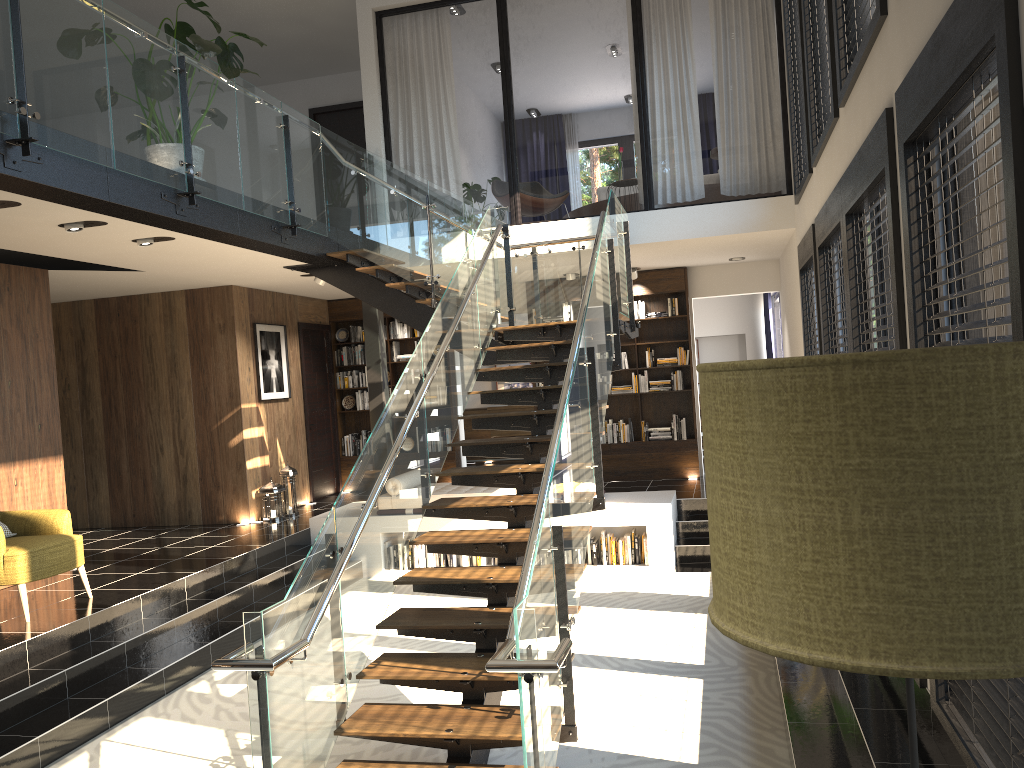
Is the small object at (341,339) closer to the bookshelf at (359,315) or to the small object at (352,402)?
the bookshelf at (359,315)

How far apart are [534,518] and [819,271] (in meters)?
3.49

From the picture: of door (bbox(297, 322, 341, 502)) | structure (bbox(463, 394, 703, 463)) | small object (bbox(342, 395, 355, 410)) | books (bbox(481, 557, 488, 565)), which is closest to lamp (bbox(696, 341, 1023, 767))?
books (bbox(481, 557, 488, 565))

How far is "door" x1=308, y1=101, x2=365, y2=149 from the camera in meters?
12.2

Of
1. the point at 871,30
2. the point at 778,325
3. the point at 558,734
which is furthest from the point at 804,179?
the point at 778,325

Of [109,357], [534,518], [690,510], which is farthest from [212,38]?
[534,518]

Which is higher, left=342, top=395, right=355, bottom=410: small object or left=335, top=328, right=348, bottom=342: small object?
left=335, top=328, right=348, bottom=342: small object

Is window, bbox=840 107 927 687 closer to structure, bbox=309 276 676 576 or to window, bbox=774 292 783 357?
structure, bbox=309 276 676 576

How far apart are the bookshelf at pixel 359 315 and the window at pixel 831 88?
6.7m

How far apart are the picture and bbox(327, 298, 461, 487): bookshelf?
1.4m
